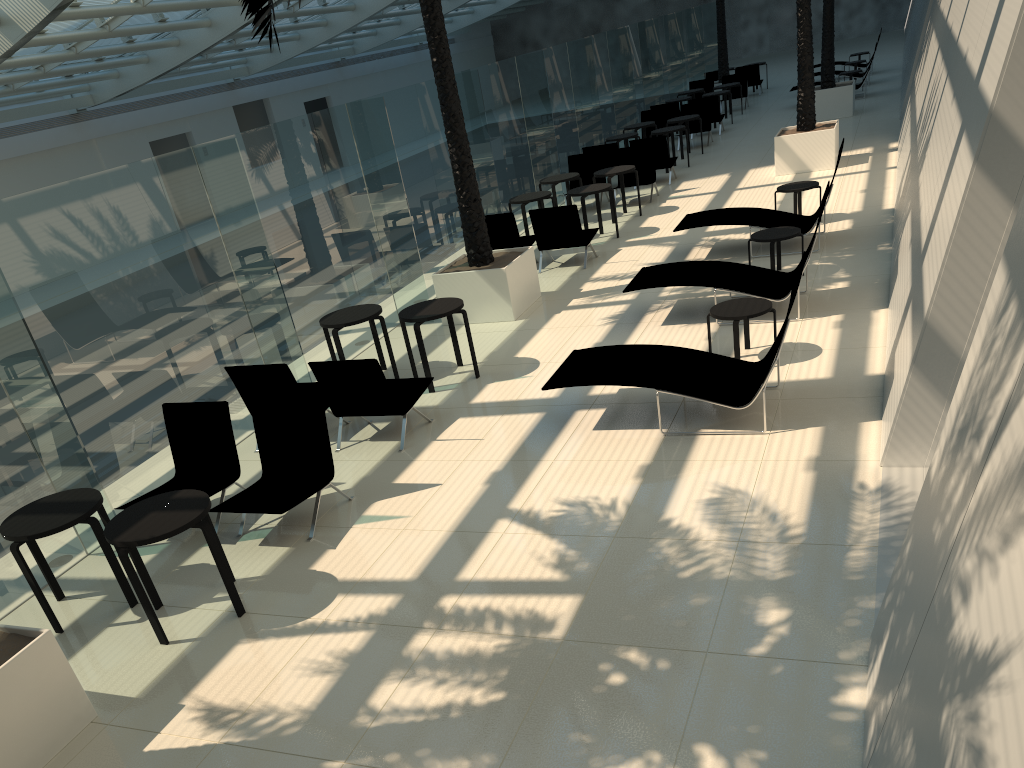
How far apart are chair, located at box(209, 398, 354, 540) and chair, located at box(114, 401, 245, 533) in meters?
0.3

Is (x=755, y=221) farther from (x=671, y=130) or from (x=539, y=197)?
(x=671, y=130)

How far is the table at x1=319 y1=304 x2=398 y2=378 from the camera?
9.30m

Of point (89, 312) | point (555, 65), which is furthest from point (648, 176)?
point (89, 312)

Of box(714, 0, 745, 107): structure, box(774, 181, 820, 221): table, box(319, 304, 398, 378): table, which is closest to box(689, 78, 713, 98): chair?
box(714, 0, 745, 107): structure

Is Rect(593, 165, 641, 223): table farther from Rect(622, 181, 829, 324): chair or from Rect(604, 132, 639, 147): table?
Rect(622, 181, 829, 324): chair

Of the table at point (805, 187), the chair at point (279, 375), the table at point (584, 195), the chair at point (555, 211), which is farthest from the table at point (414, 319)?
the table at point (805, 187)

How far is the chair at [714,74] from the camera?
A: 28.6 meters

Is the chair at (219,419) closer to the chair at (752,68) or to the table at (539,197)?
the table at (539,197)

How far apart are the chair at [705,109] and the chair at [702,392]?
15.1m
